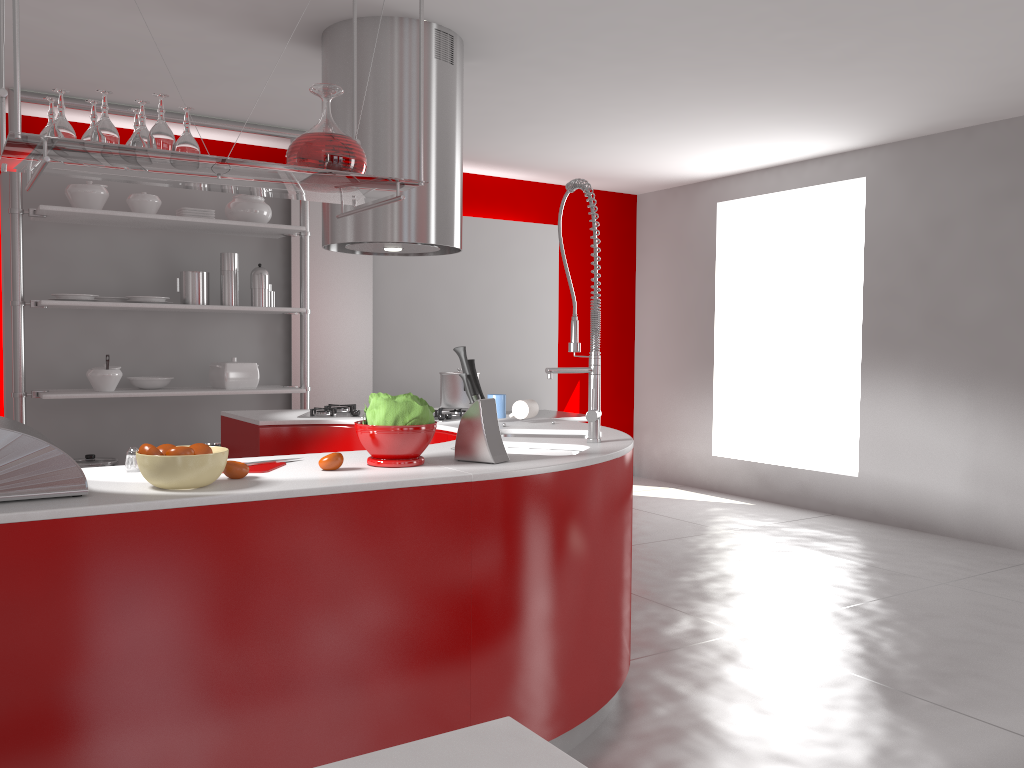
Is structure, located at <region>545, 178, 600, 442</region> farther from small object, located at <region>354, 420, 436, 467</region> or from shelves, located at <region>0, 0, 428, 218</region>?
shelves, located at <region>0, 0, 428, 218</region>

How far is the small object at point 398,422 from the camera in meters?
2.4

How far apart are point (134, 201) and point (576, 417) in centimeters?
329cm

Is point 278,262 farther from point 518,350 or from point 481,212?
point 518,350

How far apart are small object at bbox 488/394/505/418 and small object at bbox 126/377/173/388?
2.60m

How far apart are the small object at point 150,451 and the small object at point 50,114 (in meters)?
0.79

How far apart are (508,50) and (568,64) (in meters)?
0.36

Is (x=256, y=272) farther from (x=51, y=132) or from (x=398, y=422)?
(x=51, y=132)

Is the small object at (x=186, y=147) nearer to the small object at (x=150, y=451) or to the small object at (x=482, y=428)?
the small object at (x=150, y=451)

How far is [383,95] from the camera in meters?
3.8
